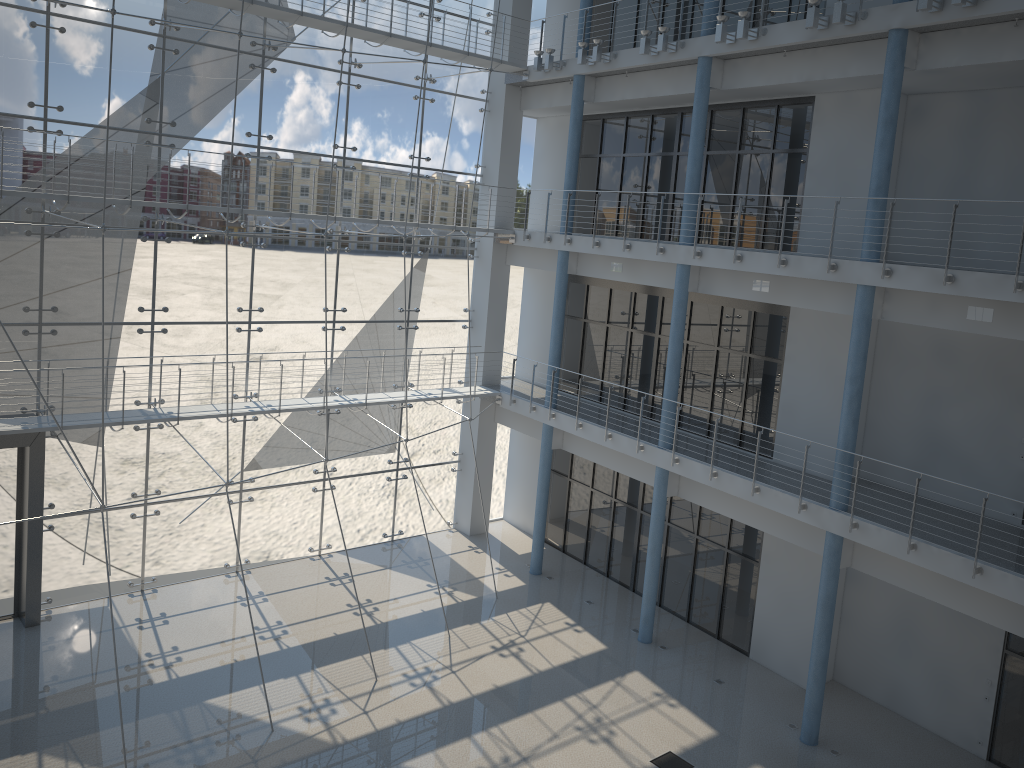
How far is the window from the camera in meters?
2.1

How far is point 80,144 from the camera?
2.11m

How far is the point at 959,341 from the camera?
2.0 meters

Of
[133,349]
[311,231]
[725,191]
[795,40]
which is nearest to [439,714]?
[133,349]

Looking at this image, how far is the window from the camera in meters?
2.1 m
